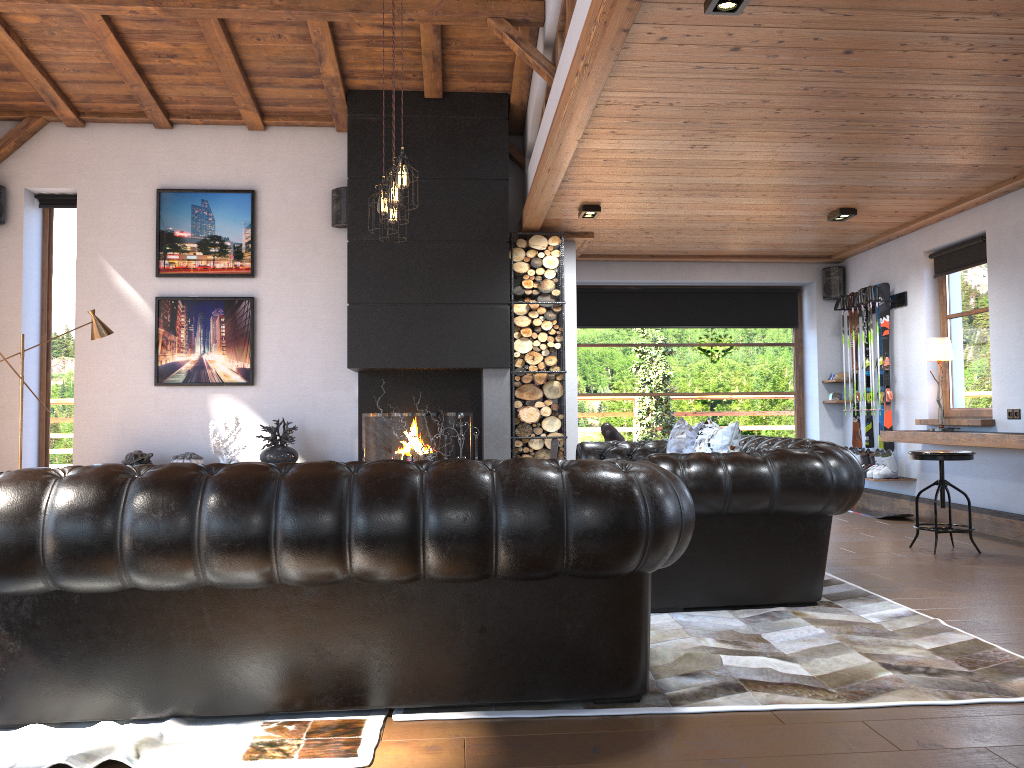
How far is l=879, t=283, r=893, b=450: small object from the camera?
8.4m

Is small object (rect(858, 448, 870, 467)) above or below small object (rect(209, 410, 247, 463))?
below

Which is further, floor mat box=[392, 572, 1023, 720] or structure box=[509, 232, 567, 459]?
structure box=[509, 232, 567, 459]

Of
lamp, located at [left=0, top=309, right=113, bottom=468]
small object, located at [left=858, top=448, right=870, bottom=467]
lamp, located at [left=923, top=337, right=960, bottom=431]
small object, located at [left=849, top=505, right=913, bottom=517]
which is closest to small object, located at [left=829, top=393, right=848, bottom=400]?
small object, located at [left=858, top=448, right=870, bottom=467]

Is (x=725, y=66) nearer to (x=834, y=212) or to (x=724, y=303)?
(x=834, y=212)

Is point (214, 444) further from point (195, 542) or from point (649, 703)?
point (649, 703)

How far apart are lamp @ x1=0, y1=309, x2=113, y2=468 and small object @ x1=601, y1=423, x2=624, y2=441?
4.2m

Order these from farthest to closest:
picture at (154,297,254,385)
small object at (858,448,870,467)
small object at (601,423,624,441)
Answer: small object at (858,448,870,467)
picture at (154,297,254,385)
small object at (601,423,624,441)

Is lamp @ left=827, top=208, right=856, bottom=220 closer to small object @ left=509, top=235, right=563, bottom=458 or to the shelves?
the shelves

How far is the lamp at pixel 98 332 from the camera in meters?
7.4
